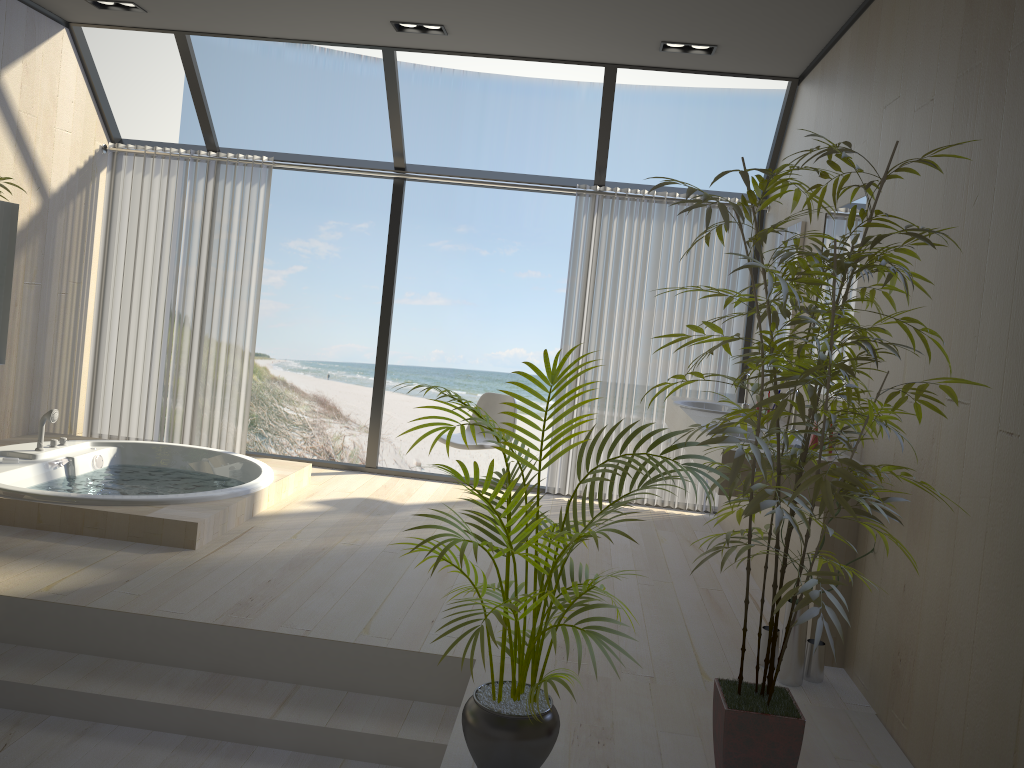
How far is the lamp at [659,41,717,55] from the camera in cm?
482

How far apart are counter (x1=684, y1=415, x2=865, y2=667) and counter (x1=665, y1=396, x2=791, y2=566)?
0.21m

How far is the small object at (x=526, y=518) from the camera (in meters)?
2.23

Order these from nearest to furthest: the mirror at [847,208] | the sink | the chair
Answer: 1. the mirror at [847,208]
2. the sink
3. the chair

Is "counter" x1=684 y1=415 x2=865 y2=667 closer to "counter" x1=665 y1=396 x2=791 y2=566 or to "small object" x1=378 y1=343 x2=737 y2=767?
"counter" x1=665 y1=396 x2=791 y2=566

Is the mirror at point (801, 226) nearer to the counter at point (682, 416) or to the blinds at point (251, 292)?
the counter at point (682, 416)

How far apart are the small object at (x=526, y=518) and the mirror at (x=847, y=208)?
1.8m

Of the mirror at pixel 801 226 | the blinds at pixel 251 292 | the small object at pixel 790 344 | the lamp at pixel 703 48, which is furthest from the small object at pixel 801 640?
the blinds at pixel 251 292

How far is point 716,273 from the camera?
→ 5.8m

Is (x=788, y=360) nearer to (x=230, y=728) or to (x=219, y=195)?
(x=230, y=728)
